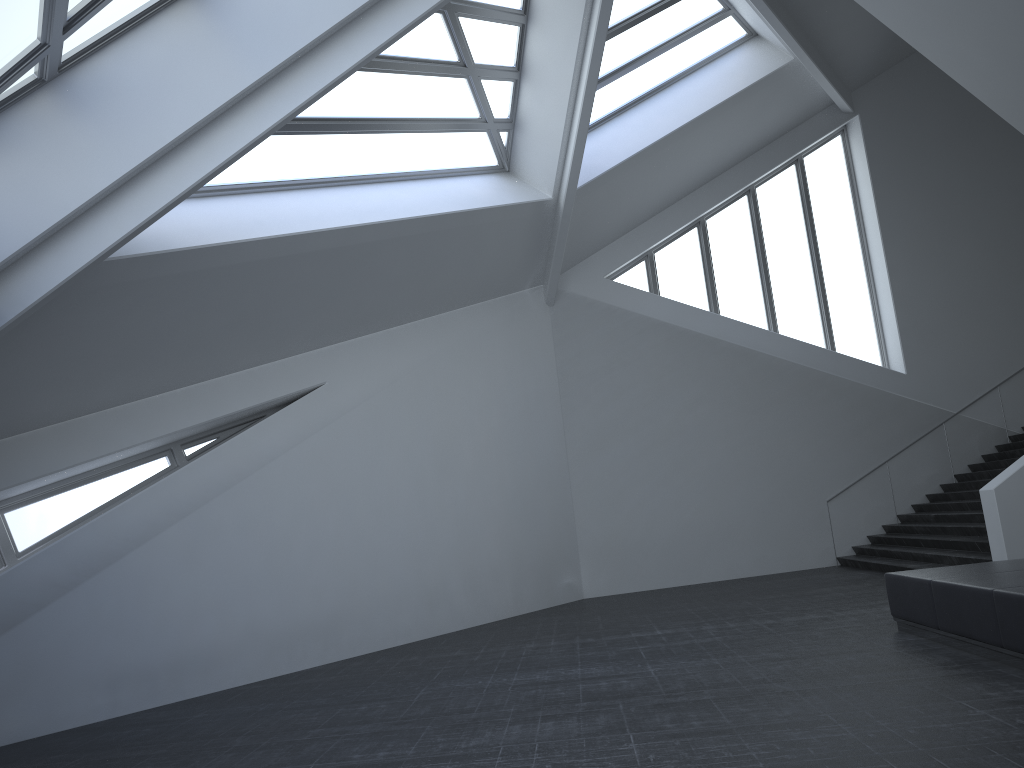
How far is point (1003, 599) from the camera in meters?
6.6 m

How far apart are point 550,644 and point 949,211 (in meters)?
14.62

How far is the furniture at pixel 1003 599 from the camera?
6.6m

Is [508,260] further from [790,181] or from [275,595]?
[790,181]

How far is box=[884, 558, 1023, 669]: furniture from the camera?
6.6 meters
